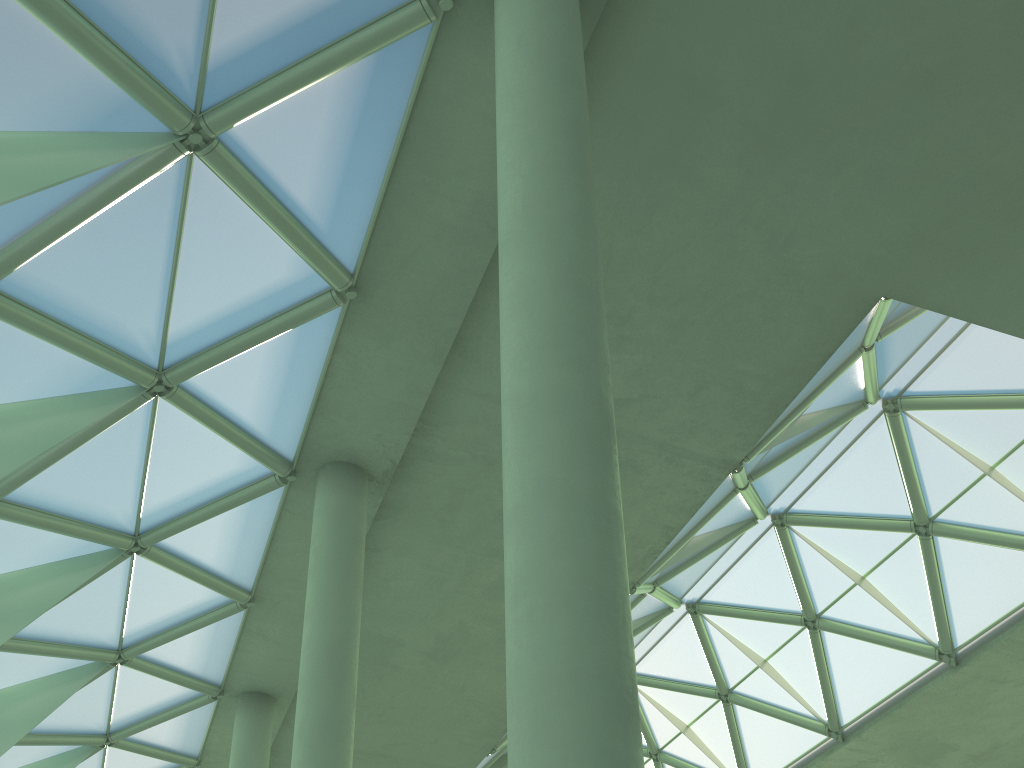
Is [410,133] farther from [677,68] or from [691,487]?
[691,487]
